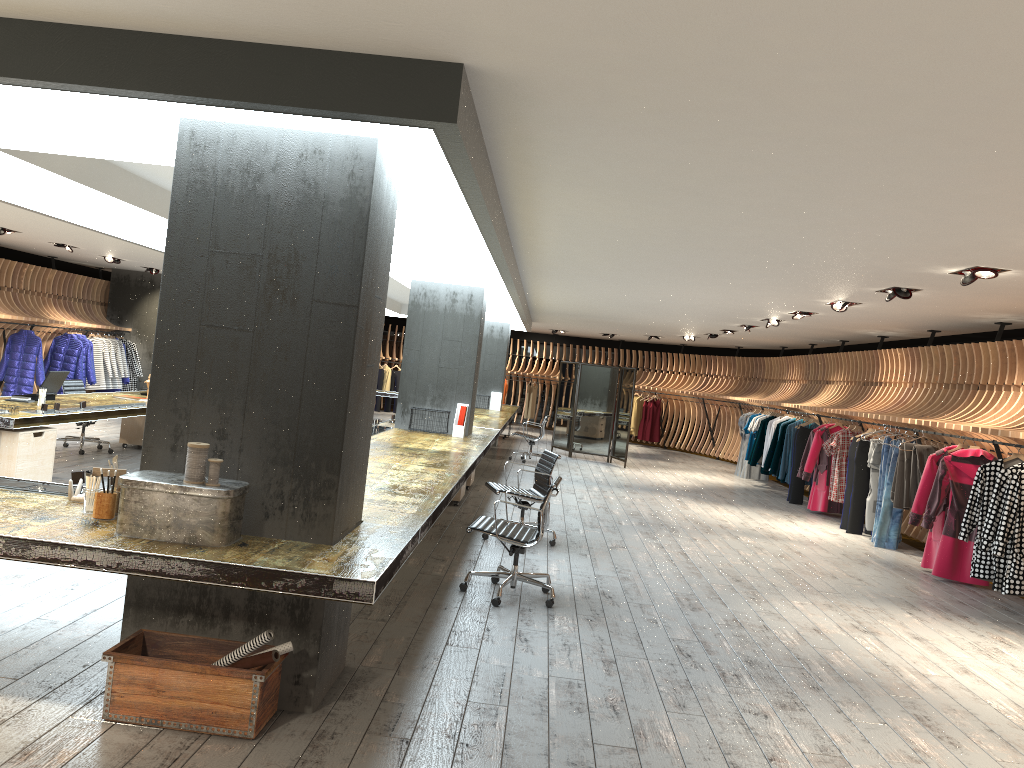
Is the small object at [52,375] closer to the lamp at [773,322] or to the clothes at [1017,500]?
the clothes at [1017,500]

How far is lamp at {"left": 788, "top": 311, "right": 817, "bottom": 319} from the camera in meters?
Answer: 11.6 m

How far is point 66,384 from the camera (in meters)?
10.79

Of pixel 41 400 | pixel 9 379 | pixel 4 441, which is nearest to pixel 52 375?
pixel 41 400

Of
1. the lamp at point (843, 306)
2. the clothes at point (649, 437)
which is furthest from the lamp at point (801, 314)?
the clothes at point (649, 437)

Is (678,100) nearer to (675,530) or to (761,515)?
(675,530)

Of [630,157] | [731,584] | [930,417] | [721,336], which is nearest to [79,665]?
[630,157]

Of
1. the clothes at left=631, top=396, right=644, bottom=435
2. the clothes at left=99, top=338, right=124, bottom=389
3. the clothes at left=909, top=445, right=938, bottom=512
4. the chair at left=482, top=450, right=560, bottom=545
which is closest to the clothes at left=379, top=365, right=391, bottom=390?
the clothes at left=631, top=396, right=644, bottom=435

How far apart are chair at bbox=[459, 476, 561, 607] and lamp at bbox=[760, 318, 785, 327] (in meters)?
7.86

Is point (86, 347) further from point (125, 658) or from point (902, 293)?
point (125, 658)
